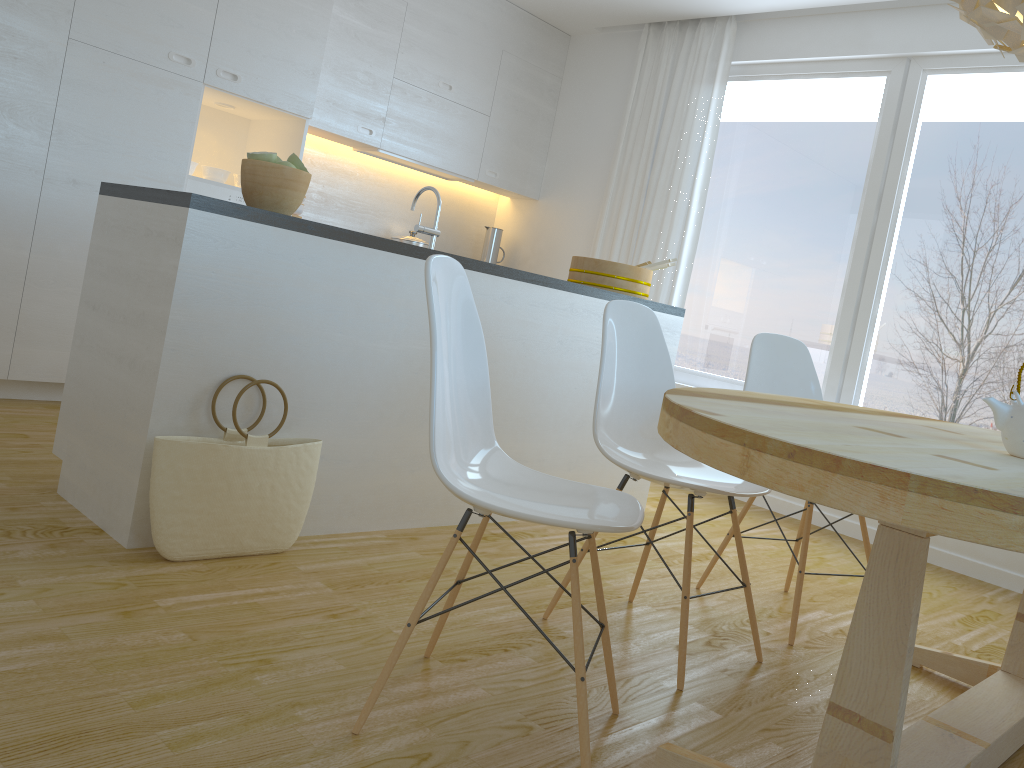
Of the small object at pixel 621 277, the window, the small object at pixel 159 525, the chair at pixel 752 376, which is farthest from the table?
the window

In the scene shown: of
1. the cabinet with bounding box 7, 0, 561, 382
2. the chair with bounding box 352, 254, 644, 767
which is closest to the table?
the chair with bounding box 352, 254, 644, 767

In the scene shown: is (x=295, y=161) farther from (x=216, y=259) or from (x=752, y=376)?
(x=752, y=376)

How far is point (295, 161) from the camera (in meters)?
2.62

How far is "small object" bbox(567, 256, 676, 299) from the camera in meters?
3.8

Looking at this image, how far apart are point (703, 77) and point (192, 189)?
2.94m

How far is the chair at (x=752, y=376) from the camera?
3.01m

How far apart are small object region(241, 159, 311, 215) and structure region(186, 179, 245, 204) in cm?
176

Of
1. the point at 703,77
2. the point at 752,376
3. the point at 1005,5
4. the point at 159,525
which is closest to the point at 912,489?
the point at 1005,5

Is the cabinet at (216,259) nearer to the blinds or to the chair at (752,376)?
the chair at (752,376)
